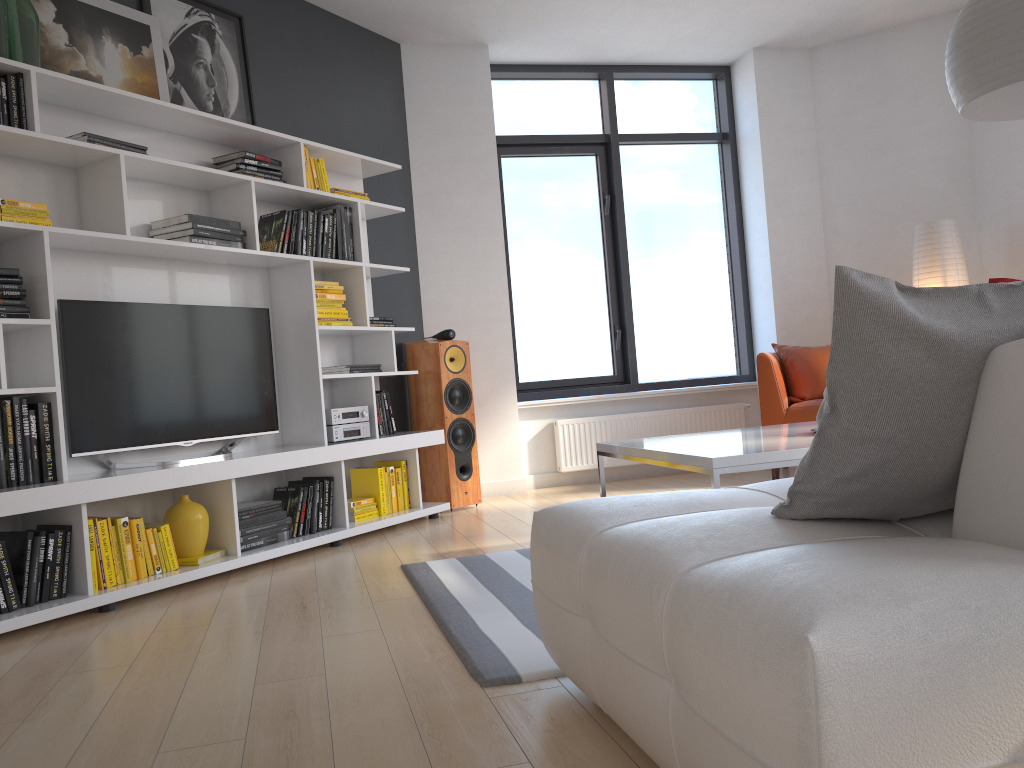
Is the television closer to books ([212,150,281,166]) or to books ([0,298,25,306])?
books ([0,298,25,306])

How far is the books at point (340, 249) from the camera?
4.75m

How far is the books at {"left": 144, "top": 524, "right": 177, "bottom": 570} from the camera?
3.57m

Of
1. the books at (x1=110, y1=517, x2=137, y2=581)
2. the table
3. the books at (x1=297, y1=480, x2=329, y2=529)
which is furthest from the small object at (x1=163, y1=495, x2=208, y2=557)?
the table

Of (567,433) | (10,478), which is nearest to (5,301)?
(10,478)

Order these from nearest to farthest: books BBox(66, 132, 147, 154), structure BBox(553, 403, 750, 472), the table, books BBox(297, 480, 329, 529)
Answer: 1. the table
2. books BBox(66, 132, 147, 154)
3. books BBox(297, 480, 329, 529)
4. structure BBox(553, 403, 750, 472)

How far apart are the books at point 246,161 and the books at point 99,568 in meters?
1.9

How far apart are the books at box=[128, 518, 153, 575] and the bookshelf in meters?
0.1 m

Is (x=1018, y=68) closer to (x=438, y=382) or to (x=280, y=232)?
(x=280, y=232)

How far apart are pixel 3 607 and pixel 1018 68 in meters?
3.6 m
